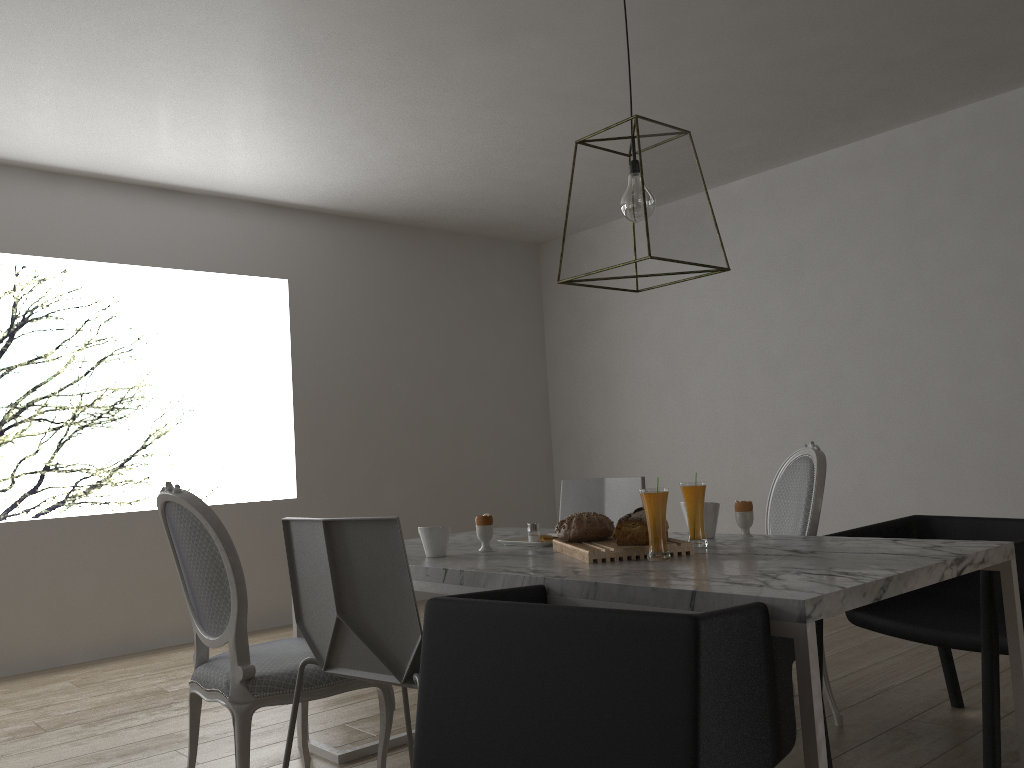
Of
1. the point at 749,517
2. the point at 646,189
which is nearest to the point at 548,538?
the point at 749,517

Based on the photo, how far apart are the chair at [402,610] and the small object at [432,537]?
0.4m

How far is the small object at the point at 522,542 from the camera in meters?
2.6 m

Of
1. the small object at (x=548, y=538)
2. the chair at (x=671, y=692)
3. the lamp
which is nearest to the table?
the chair at (x=671, y=692)

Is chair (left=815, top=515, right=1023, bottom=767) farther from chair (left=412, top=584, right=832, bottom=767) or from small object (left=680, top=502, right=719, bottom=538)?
chair (left=412, top=584, right=832, bottom=767)

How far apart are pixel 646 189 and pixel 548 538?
1.1m

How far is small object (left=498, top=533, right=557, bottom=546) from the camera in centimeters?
256cm

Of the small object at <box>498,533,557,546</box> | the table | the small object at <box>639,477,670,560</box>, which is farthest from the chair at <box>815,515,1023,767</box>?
the small object at <box>498,533,557,546</box>

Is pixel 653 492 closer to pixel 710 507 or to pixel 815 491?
pixel 710 507

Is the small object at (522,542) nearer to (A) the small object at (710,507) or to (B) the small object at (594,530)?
(B) the small object at (594,530)
